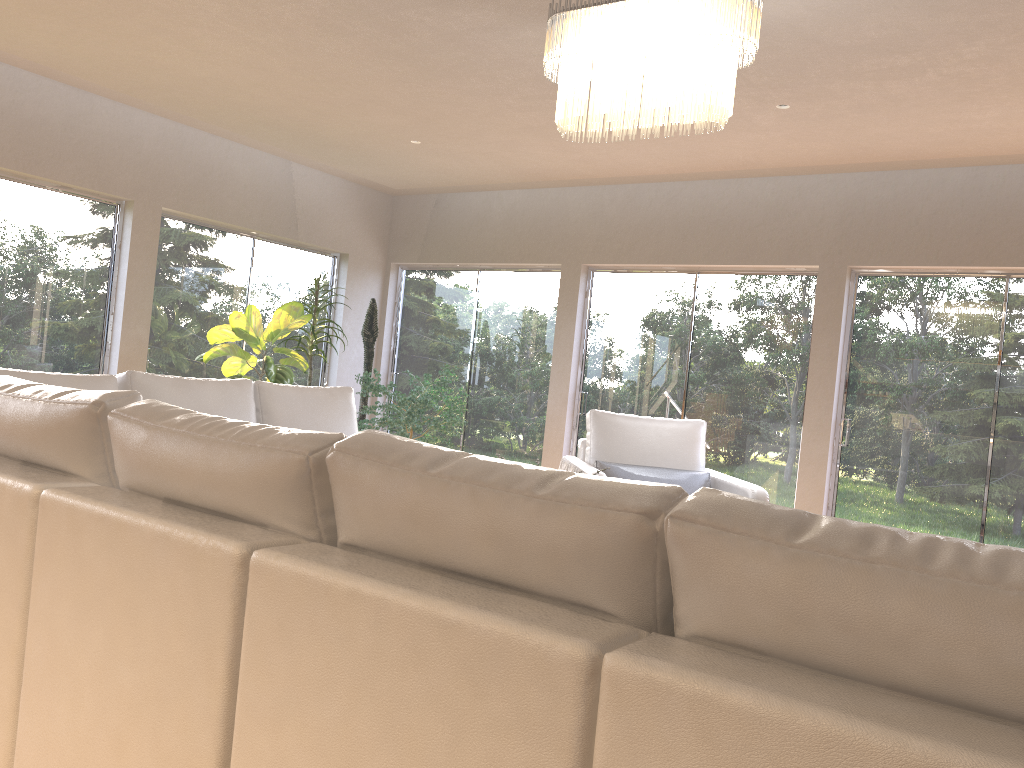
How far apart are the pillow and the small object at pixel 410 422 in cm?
204

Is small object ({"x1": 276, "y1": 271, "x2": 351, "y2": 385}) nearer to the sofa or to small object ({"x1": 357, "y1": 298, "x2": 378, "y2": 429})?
small object ({"x1": 357, "y1": 298, "x2": 378, "y2": 429})

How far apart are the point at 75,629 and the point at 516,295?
6.6m

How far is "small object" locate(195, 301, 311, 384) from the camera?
6.6 meters

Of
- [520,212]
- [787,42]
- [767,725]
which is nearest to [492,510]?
[767,725]

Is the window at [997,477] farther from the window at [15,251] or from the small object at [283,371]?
the window at [15,251]

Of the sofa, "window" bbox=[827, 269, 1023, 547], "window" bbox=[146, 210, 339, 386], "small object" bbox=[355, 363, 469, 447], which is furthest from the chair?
"window" bbox=[146, 210, 339, 386]

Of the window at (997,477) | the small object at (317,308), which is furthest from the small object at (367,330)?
the window at (997,477)

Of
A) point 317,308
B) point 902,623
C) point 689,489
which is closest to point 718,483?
point 689,489

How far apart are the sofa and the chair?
1.3m
